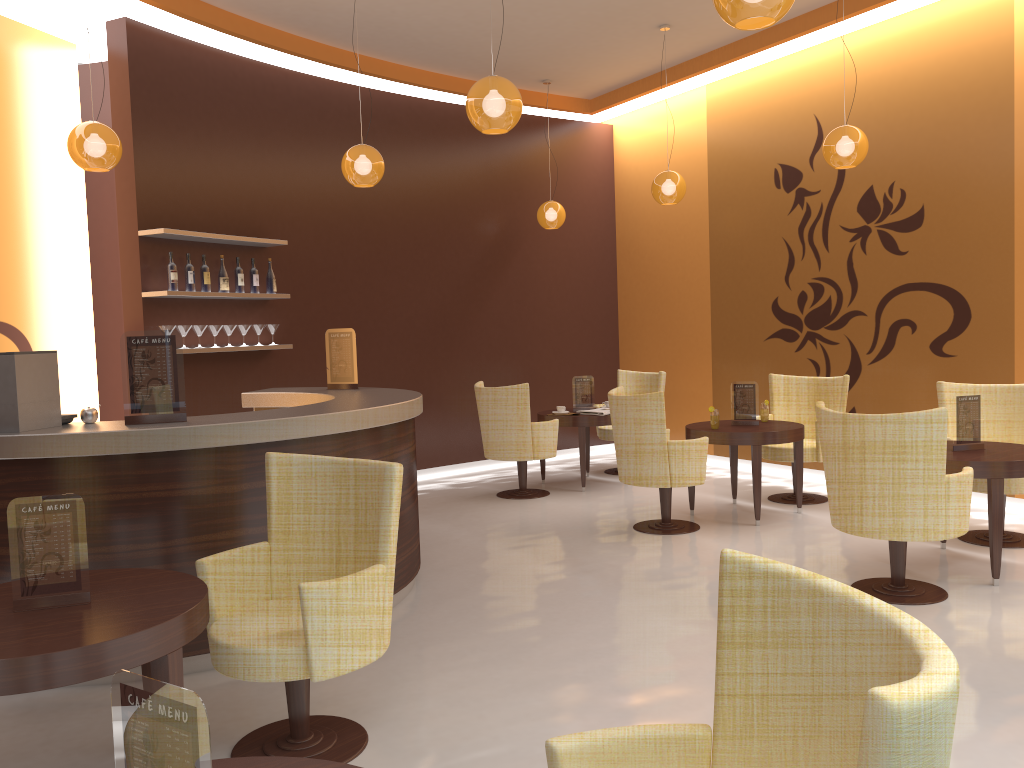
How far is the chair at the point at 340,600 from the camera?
2.86m

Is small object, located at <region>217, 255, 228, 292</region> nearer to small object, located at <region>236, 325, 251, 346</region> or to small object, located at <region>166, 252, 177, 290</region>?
small object, located at <region>236, 325, 251, 346</region>

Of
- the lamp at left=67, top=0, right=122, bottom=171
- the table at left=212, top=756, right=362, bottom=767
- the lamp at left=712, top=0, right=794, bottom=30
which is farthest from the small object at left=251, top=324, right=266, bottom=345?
the table at left=212, top=756, right=362, bottom=767

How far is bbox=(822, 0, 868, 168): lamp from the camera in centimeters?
595cm

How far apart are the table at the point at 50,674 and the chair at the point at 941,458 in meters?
3.2

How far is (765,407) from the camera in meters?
6.9

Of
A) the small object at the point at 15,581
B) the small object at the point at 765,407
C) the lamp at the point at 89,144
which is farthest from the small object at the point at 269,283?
the small object at the point at 15,581

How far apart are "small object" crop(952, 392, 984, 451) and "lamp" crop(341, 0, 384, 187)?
3.9 meters

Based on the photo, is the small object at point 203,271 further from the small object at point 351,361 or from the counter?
the small object at point 351,361

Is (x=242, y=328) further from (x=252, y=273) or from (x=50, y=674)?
(x=50, y=674)
